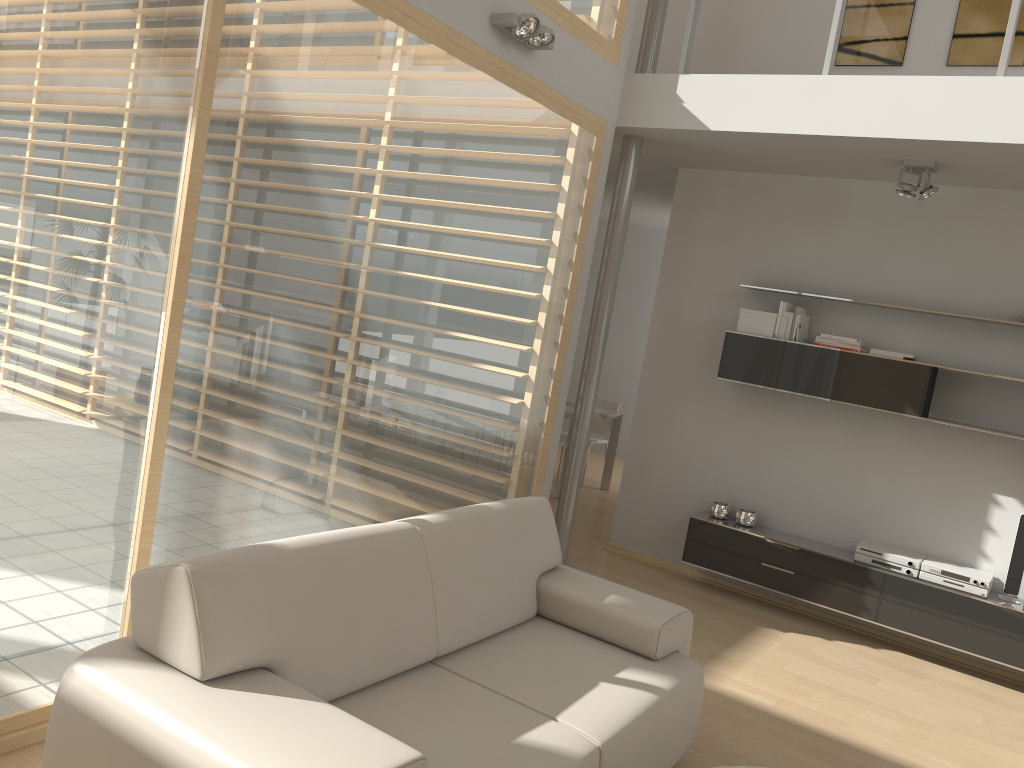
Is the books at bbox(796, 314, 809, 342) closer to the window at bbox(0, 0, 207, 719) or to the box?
the box

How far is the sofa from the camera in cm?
204

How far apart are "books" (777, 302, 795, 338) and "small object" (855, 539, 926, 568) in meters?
1.5 m

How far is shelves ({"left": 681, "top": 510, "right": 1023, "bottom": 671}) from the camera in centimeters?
476cm

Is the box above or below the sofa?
above

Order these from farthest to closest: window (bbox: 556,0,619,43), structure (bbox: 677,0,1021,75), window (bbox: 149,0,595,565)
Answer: window (bbox: 556,0,619,43), structure (bbox: 677,0,1021,75), window (bbox: 149,0,595,565)

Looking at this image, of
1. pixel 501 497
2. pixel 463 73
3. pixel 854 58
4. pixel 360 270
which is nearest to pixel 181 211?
pixel 360 270

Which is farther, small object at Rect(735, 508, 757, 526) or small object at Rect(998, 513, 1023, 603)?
small object at Rect(735, 508, 757, 526)

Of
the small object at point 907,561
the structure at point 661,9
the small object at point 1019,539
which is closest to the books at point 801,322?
the small object at point 907,561

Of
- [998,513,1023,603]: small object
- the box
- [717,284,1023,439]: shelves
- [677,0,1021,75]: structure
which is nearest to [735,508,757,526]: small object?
[717,284,1023,439]: shelves
